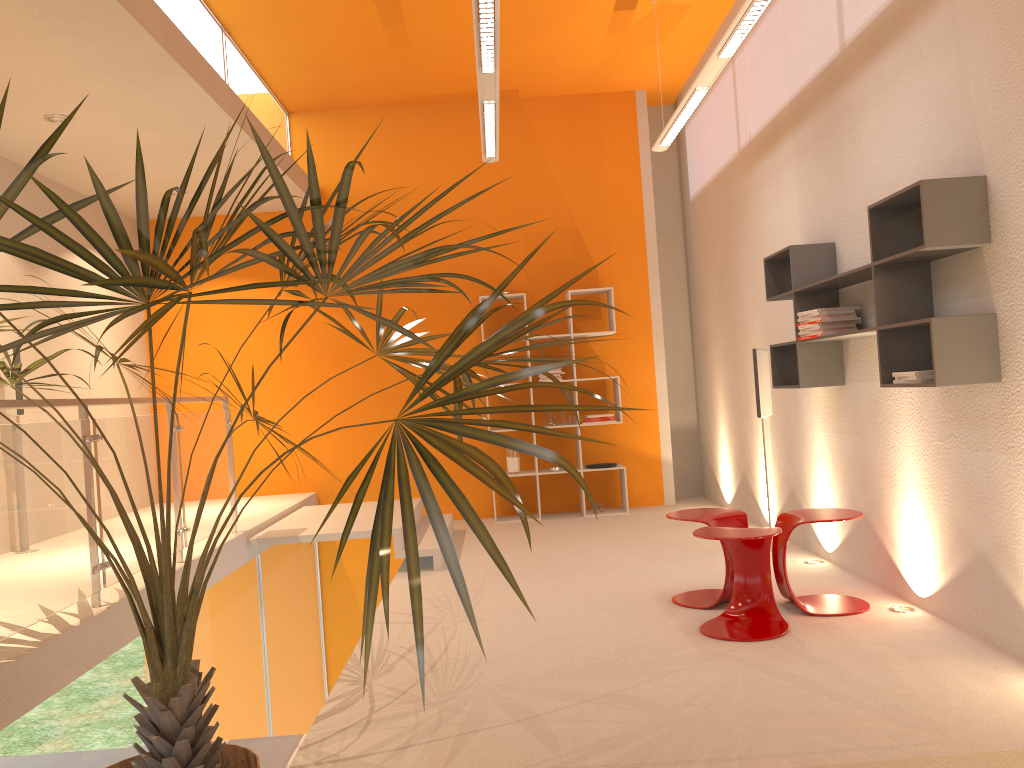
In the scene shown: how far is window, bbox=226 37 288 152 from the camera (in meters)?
6.51

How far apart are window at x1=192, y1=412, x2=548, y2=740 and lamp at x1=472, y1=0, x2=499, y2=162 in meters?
3.2

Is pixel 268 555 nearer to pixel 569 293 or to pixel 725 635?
pixel 569 293

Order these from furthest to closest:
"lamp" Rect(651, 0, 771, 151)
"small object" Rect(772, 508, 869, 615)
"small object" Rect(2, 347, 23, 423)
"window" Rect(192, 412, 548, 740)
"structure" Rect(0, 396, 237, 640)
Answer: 1. "small object" Rect(2, 347, 23, 423)
2. "window" Rect(192, 412, 548, 740)
3. "small object" Rect(772, 508, 869, 615)
4. "lamp" Rect(651, 0, 771, 151)
5. "structure" Rect(0, 396, 237, 640)

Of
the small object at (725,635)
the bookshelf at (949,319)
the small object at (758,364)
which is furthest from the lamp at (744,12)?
the small object at (725,635)

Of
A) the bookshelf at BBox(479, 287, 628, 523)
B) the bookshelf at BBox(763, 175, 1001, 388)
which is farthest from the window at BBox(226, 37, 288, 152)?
the bookshelf at BBox(763, 175, 1001, 388)

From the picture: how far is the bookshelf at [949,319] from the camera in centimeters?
336cm

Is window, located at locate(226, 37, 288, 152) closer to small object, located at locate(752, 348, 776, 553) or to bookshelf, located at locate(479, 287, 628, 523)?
bookshelf, located at locate(479, 287, 628, 523)

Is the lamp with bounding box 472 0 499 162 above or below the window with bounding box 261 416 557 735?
above

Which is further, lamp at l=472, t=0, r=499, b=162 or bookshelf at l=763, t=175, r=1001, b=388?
lamp at l=472, t=0, r=499, b=162
